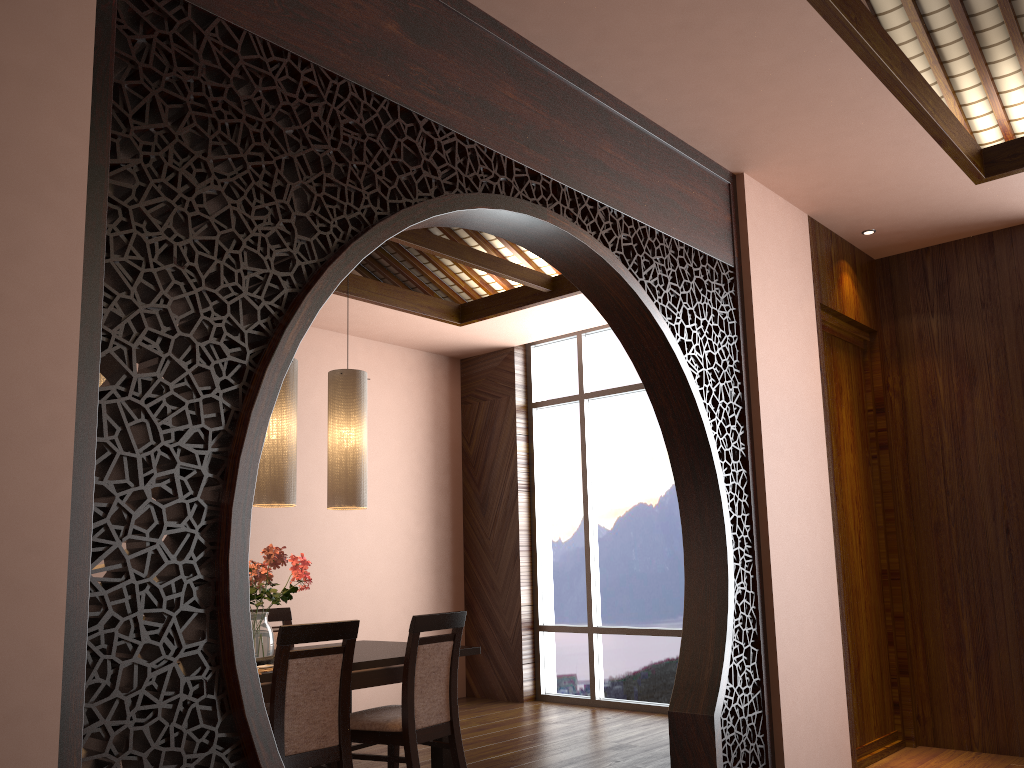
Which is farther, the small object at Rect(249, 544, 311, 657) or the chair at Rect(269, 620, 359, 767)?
the small object at Rect(249, 544, 311, 657)

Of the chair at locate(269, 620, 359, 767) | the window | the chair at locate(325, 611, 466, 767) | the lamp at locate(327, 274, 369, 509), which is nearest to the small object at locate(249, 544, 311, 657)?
the lamp at locate(327, 274, 369, 509)

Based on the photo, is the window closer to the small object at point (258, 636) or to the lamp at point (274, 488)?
the small object at point (258, 636)

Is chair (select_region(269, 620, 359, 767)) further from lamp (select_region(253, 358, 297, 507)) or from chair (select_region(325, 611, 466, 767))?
lamp (select_region(253, 358, 297, 507))

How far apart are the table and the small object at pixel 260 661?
0.18m

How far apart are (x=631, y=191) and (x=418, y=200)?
1.16m

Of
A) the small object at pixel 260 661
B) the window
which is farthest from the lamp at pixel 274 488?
the window

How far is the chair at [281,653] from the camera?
3.23m

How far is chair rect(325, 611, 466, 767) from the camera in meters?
3.7

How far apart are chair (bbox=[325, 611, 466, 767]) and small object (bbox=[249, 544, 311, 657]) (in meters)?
0.46
